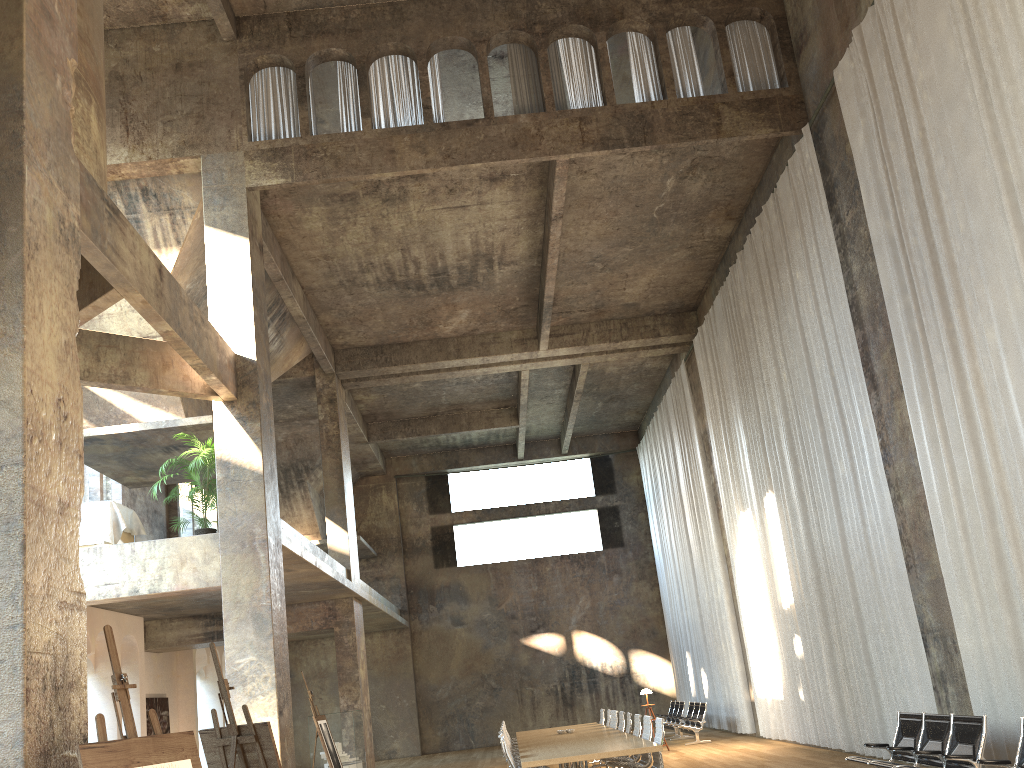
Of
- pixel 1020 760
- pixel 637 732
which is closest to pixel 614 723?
pixel 637 732

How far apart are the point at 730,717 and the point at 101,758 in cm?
1752

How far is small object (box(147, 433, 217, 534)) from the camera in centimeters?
1224cm

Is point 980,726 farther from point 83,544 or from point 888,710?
point 83,544

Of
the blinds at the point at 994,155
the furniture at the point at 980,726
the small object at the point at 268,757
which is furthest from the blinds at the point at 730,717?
the small object at the point at 268,757

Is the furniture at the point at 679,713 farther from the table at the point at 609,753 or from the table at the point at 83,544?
the table at the point at 83,544

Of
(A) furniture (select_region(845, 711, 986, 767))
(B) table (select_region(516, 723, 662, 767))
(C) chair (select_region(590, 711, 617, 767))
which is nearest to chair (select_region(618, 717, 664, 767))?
(B) table (select_region(516, 723, 662, 767))

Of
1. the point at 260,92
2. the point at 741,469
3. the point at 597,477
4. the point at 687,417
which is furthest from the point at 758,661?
the point at 260,92

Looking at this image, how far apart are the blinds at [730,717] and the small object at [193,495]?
11.2m

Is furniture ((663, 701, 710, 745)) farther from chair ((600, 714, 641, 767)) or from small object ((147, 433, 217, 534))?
small object ((147, 433, 217, 534))
